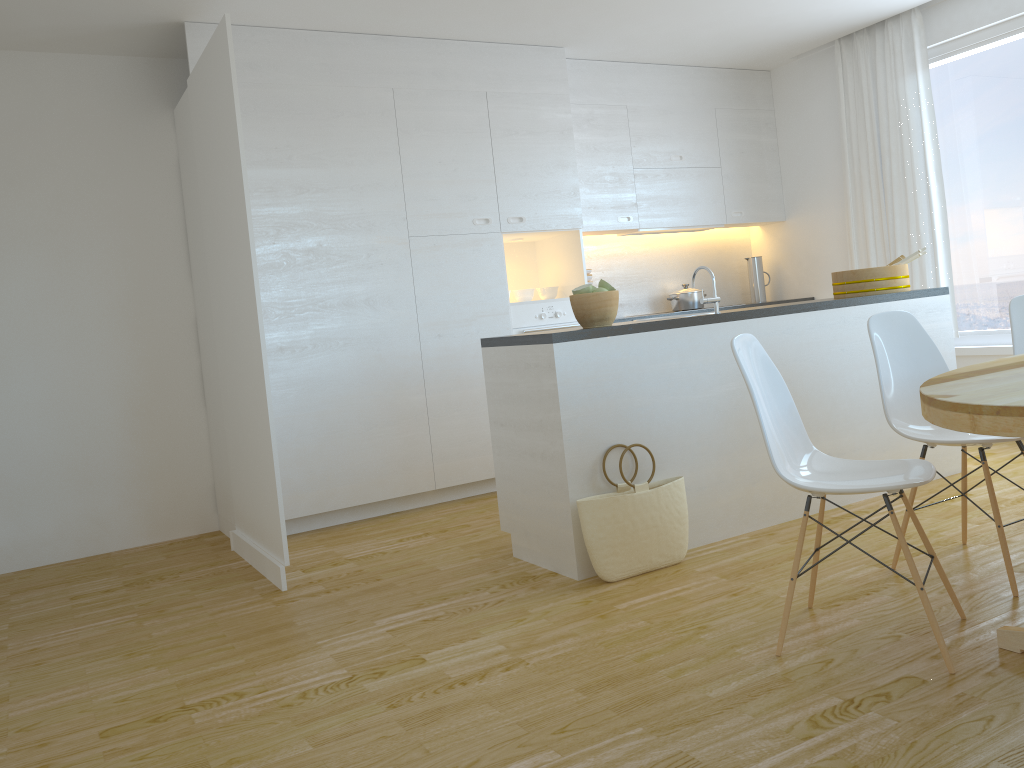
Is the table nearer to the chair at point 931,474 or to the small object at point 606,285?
the chair at point 931,474

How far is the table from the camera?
1.9 meters

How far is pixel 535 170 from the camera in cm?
541

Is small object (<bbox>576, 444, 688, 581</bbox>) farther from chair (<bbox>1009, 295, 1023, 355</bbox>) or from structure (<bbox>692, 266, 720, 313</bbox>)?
chair (<bbox>1009, 295, 1023, 355</bbox>)

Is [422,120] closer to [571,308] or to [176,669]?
[571,308]

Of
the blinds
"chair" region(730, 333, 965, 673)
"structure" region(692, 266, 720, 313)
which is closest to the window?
the blinds

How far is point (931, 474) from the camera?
2.5 meters

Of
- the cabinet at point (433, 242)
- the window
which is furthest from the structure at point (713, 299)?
the window

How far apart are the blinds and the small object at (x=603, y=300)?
3.02m

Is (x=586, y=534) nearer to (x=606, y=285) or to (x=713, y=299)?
(x=606, y=285)
